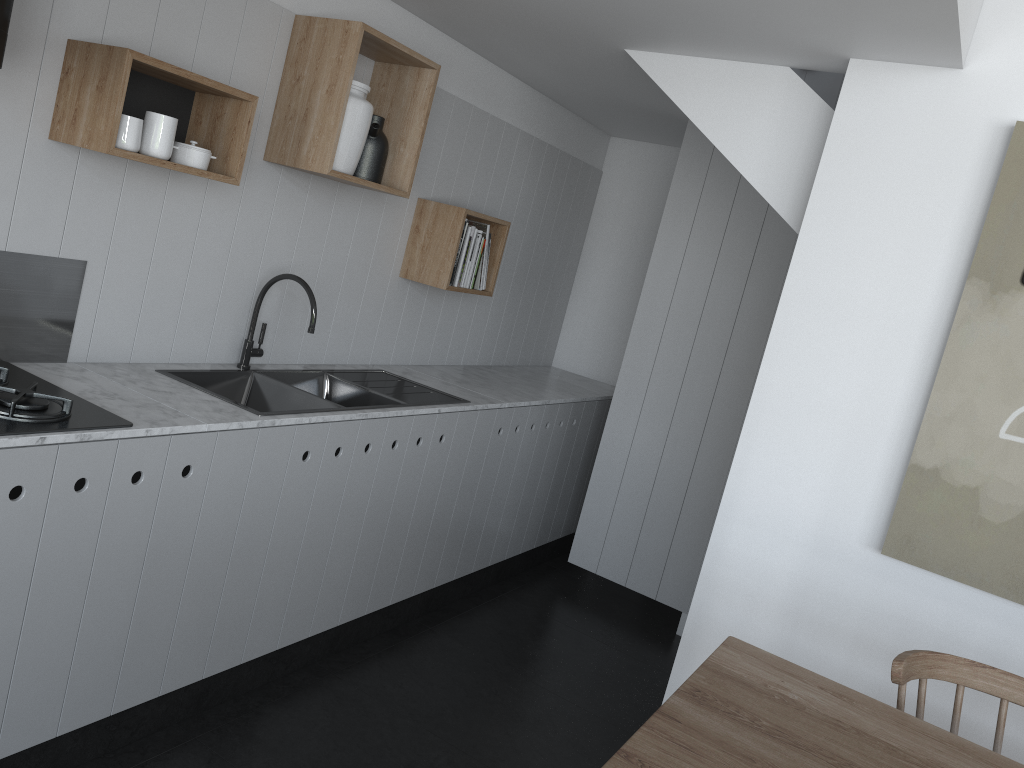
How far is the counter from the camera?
2.2 meters

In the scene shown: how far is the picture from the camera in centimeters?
238cm

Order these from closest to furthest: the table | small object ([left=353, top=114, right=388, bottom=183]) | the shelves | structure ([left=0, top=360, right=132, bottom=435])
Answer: the table → structure ([left=0, top=360, right=132, bottom=435]) → the shelves → small object ([left=353, top=114, right=388, bottom=183])

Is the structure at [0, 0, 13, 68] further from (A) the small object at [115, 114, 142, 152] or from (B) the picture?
(B) the picture

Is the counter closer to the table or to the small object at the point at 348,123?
the small object at the point at 348,123

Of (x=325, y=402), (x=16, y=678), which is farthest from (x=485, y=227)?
(x=16, y=678)

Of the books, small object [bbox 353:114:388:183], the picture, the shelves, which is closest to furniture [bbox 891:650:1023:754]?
the picture

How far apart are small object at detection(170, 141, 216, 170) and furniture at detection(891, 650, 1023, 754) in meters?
2.1 m

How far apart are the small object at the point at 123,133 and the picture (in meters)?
2.21

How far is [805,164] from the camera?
2.8 meters
